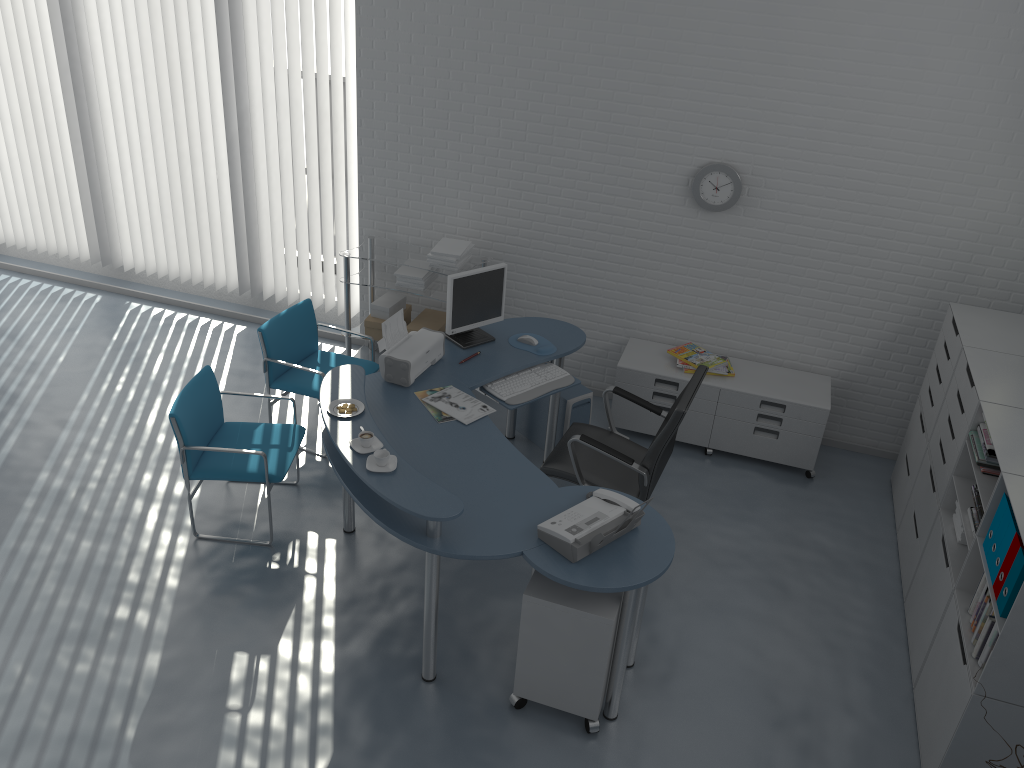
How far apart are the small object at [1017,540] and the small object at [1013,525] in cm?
3

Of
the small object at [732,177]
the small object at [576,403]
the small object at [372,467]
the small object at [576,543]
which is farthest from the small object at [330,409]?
the small object at [732,177]

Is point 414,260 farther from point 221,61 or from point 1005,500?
point 1005,500

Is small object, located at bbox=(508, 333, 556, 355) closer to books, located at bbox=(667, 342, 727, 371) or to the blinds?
books, located at bbox=(667, 342, 727, 371)

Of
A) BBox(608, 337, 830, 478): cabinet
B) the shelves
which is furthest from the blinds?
BBox(608, 337, 830, 478): cabinet

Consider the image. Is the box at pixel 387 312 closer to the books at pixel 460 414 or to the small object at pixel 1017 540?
the books at pixel 460 414

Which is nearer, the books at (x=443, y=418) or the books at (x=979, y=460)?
the books at (x=979, y=460)

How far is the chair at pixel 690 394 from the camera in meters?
4.1

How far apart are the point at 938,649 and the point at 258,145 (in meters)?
4.99

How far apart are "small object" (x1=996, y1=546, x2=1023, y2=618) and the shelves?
3.4 meters
